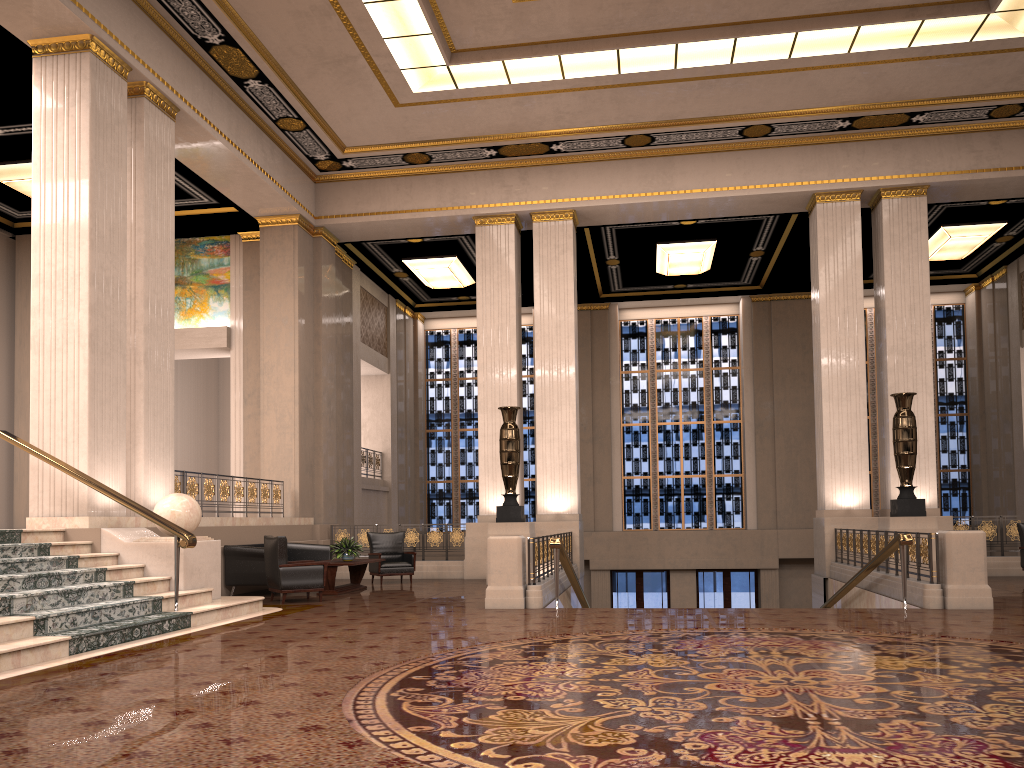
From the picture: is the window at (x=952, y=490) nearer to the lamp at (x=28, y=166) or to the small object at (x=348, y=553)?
the small object at (x=348, y=553)

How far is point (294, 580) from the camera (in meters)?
10.66

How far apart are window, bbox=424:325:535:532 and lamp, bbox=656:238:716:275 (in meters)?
4.64

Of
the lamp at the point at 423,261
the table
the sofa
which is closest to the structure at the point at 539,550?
the table

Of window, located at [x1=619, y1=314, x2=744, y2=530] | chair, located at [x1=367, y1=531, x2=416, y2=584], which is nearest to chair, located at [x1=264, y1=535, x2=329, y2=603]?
chair, located at [x1=367, y1=531, x2=416, y2=584]

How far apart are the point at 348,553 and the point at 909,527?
8.0 meters

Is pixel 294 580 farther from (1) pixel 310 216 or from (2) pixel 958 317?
(2) pixel 958 317

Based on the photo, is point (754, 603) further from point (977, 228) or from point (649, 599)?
point (977, 228)

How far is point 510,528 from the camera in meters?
13.5

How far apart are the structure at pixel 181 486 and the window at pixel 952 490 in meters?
14.4
